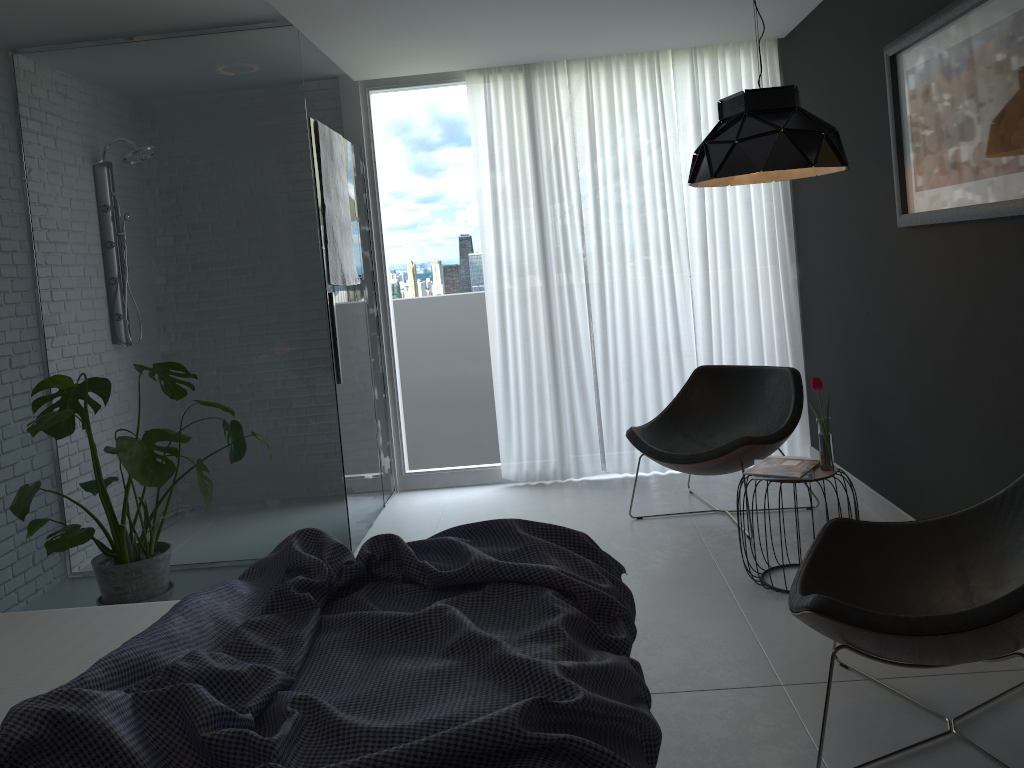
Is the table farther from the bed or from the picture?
the bed

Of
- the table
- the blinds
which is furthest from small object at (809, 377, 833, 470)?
the blinds

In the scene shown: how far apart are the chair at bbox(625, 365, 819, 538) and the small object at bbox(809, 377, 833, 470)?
0.6m

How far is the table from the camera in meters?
3.3

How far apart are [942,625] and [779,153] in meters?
1.7

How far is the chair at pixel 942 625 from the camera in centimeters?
200cm

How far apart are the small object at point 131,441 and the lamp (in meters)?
2.16

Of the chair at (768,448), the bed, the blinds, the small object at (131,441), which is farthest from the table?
the small object at (131,441)

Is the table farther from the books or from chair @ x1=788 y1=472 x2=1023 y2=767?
chair @ x1=788 y1=472 x2=1023 y2=767

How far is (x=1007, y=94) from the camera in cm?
265
